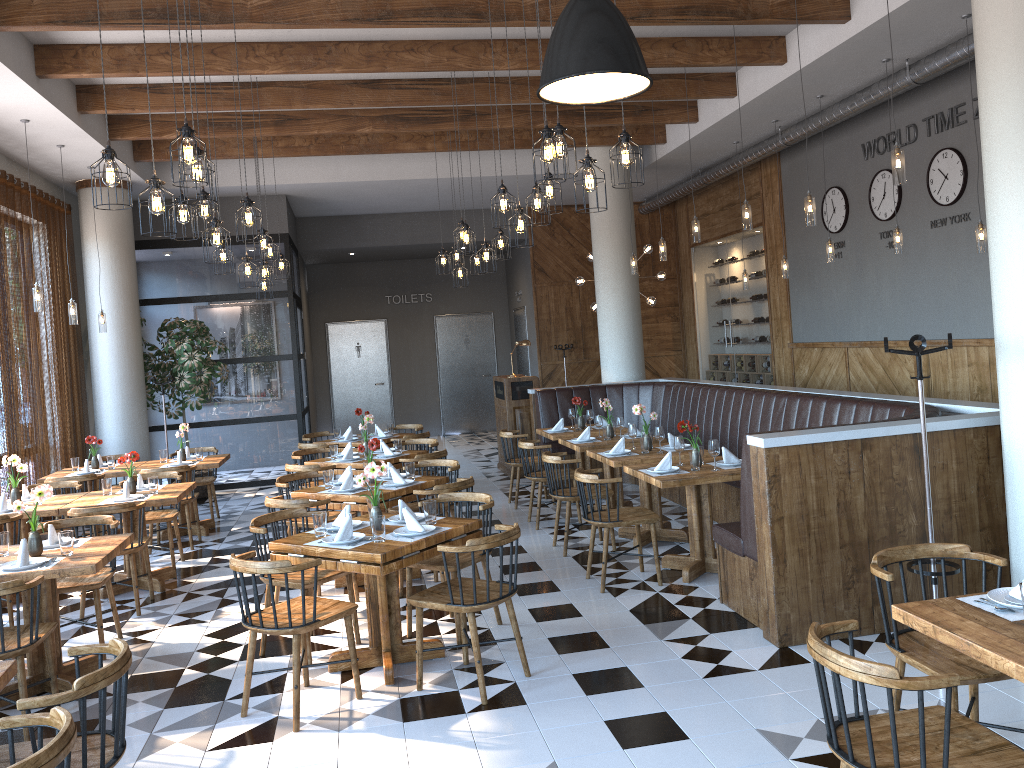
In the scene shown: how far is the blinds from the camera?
→ 8.61m

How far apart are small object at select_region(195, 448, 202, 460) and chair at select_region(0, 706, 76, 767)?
6.88m

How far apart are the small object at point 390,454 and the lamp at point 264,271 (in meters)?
2.79

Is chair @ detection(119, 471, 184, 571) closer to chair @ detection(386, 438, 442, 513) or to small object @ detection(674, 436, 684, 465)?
chair @ detection(386, 438, 442, 513)

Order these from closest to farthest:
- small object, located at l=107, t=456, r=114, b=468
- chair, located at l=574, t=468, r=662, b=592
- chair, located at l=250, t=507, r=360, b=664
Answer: chair, located at l=250, t=507, r=360, b=664, chair, located at l=574, t=468, r=662, b=592, small object, located at l=107, t=456, r=114, b=468

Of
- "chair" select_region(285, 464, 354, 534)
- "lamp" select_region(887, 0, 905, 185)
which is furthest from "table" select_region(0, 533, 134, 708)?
"lamp" select_region(887, 0, 905, 185)

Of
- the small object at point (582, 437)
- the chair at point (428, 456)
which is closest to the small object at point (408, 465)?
the chair at point (428, 456)

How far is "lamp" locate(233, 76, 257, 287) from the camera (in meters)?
8.26

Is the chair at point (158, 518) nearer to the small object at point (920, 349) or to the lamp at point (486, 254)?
the lamp at point (486, 254)

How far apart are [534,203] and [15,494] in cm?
468
